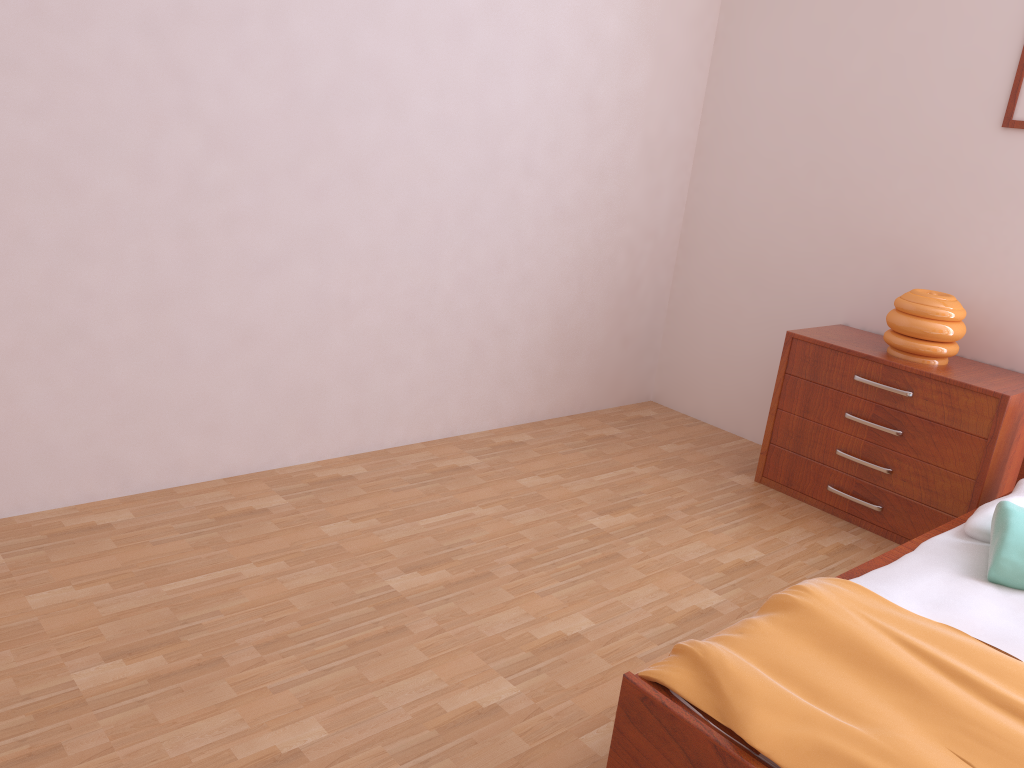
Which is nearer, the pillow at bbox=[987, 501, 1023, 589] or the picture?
the pillow at bbox=[987, 501, 1023, 589]

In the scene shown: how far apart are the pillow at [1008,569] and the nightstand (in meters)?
0.54

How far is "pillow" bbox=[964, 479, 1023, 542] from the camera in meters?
2.4

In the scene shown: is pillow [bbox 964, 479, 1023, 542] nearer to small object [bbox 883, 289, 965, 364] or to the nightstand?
the nightstand

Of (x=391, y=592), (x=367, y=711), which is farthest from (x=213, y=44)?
(x=367, y=711)

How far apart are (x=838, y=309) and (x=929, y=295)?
0.6 meters

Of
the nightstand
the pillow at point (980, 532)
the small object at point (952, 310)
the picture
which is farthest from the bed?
the picture

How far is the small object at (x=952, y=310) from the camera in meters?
3.0 m

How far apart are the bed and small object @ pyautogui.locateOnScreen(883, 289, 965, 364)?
0.67m

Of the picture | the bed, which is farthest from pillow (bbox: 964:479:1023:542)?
the picture
